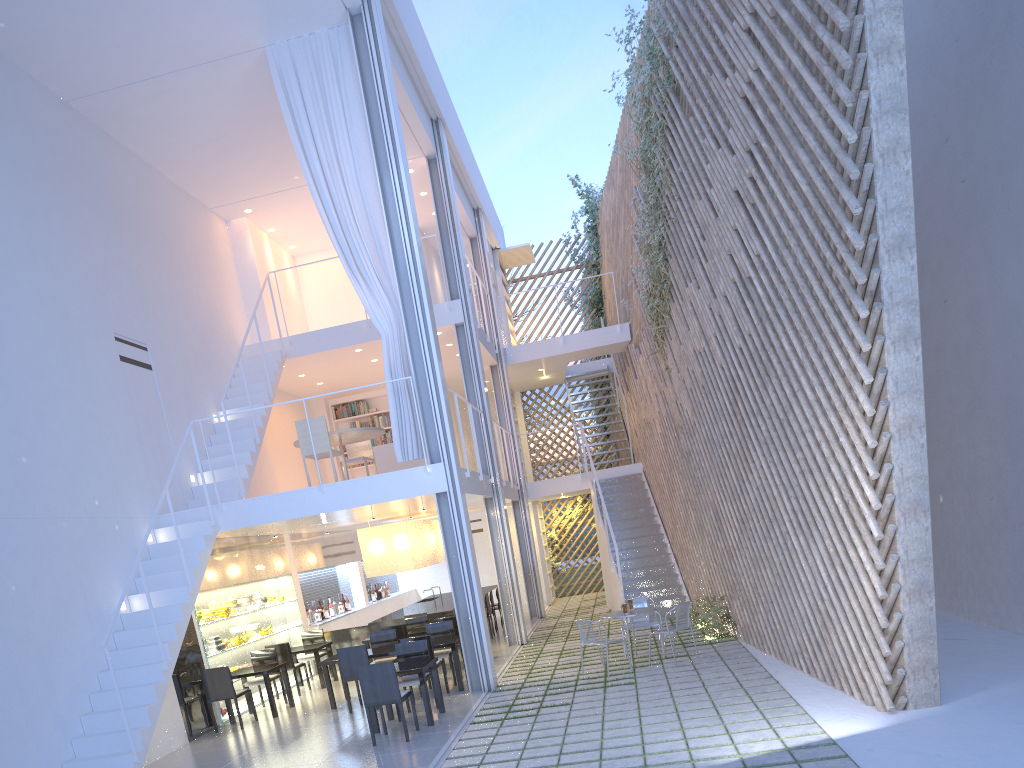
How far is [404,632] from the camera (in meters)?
5.81

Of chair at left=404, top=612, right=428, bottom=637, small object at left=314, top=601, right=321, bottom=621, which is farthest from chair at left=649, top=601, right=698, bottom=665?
small object at left=314, top=601, right=321, bottom=621

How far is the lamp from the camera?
7.04m

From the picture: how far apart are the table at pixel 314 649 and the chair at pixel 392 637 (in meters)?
0.75

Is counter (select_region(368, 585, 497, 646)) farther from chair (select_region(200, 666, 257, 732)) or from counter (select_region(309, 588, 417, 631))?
chair (select_region(200, 666, 257, 732))

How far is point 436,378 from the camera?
5.1 meters

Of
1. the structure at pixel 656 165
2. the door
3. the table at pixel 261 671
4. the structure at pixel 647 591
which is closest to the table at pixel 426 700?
the table at pixel 261 671

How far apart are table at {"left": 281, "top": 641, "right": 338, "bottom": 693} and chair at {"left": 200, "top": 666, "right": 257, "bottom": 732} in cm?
102

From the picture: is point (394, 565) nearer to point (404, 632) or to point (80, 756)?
point (404, 632)

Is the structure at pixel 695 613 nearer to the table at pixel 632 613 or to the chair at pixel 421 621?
the table at pixel 632 613
